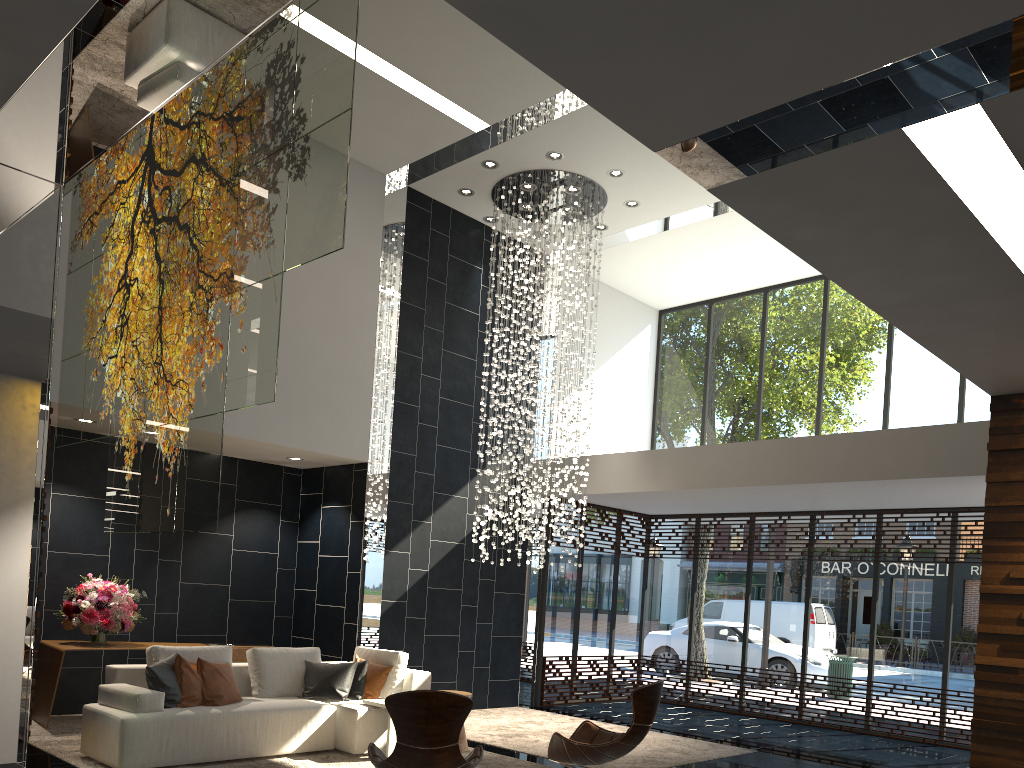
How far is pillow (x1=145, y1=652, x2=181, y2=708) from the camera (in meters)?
6.22

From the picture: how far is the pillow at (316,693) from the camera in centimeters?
721cm

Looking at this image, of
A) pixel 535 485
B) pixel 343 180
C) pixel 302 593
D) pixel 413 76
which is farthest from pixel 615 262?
pixel 343 180

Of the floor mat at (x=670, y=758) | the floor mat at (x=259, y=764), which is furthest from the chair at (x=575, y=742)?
the floor mat at (x=670, y=758)

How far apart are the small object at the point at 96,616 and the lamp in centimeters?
354cm

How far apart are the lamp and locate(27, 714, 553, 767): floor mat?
2.3 meters

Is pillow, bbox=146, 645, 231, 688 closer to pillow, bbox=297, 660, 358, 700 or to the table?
pillow, bbox=297, 660, 358, 700

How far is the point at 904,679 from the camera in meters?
10.0

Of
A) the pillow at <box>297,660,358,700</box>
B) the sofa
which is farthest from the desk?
the pillow at <box>297,660,358,700</box>

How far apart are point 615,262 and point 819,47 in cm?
988
